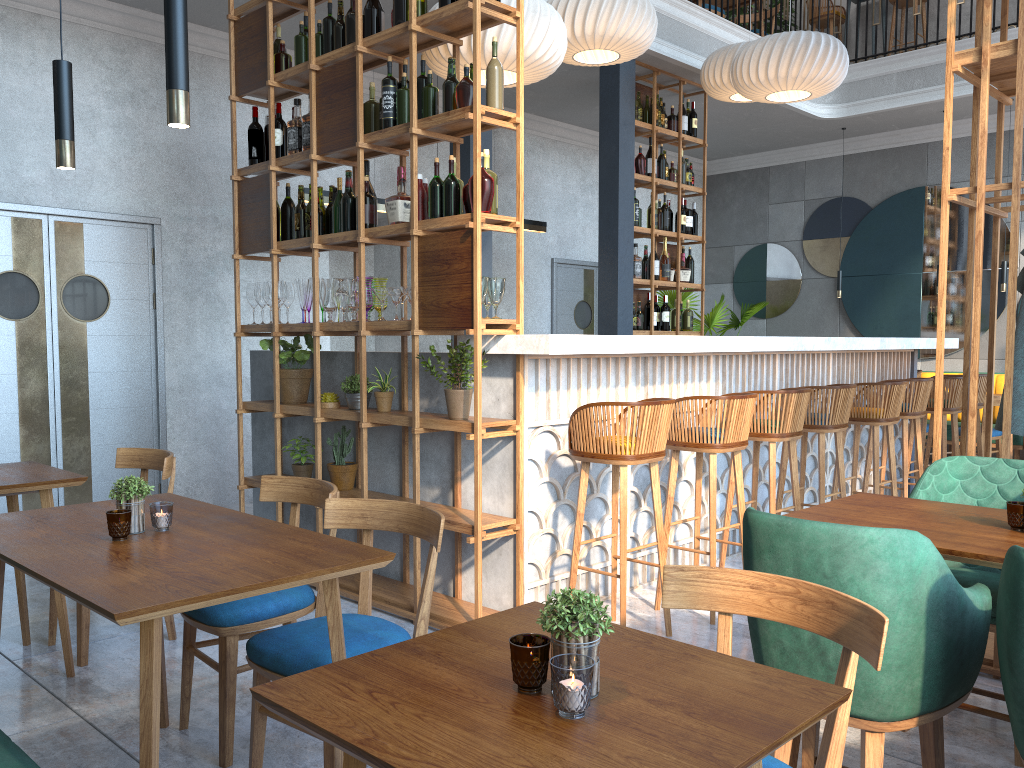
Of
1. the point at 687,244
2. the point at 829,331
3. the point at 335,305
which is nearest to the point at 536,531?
the point at 335,305

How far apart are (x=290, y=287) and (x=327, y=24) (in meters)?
1.37

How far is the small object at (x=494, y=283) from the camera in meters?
3.7 m

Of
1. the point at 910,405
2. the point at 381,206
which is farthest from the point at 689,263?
the point at 381,206

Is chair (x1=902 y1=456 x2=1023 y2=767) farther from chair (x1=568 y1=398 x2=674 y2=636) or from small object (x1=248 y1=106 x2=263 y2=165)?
small object (x1=248 y1=106 x2=263 y2=165)

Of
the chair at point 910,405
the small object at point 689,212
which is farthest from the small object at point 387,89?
the small object at point 689,212

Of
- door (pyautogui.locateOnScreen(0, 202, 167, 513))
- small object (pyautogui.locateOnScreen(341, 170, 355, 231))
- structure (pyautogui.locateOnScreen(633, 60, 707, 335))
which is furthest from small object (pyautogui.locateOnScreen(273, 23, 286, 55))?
structure (pyautogui.locateOnScreen(633, 60, 707, 335))

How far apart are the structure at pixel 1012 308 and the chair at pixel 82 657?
3.0 meters

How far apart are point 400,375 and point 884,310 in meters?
7.2 m

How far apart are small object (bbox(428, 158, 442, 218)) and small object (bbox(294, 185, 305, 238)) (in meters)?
1.03
